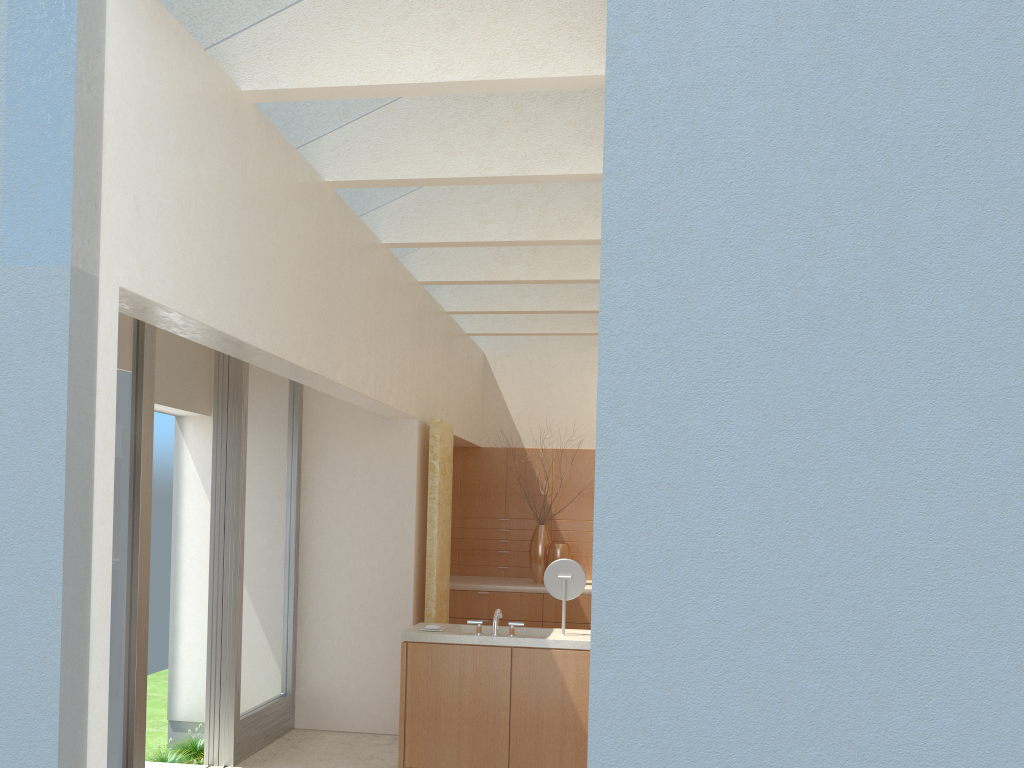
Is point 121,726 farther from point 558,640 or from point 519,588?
point 519,588

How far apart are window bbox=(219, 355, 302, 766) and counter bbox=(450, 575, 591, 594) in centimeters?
466cm

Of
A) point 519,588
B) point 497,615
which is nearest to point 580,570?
point 497,615

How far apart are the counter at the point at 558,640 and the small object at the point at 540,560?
6.7 meters

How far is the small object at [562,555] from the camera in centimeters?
1988cm

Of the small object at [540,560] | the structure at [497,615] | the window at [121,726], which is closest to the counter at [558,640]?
the structure at [497,615]

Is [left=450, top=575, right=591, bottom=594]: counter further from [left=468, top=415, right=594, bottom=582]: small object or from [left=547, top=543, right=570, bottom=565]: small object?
[left=547, top=543, right=570, bottom=565]: small object

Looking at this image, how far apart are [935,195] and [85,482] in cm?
608

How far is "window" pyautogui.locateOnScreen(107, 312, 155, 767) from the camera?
10.4 meters

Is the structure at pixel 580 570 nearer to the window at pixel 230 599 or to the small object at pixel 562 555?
the window at pixel 230 599
